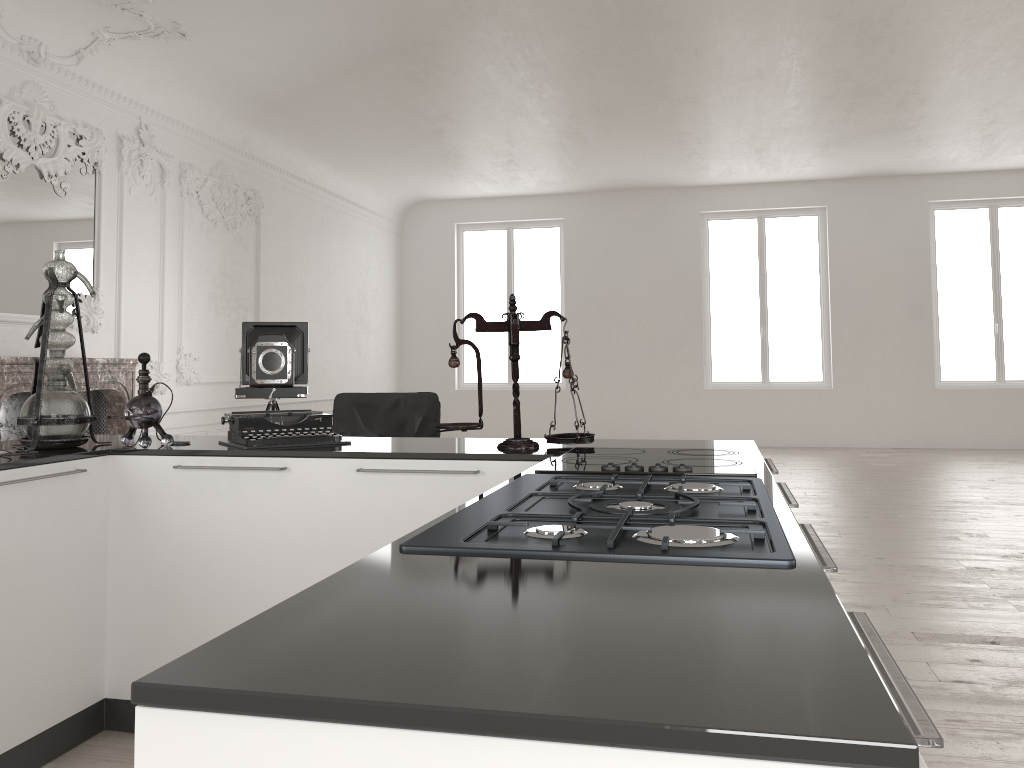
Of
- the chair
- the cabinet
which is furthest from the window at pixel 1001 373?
the cabinet

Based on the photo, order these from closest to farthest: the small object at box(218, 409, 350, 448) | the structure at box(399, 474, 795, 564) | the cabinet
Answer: the cabinet < the structure at box(399, 474, 795, 564) < the small object at box(218, 409, 350, 448)

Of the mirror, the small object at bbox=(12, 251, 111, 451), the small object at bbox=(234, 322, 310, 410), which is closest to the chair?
the small object at bbox=(234, 322, 310, 410)

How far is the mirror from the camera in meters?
6.2 m

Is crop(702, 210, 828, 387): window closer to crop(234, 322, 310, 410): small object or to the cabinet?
crop(234, 322, 310, 410): small object

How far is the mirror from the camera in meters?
6.2 m

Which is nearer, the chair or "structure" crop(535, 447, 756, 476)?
"structure" crop(535, 447, 756, 476)

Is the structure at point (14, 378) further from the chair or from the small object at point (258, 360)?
the chair

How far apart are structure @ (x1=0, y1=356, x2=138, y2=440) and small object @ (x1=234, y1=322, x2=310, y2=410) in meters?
0.8 m

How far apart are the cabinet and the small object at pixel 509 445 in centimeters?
2cm
